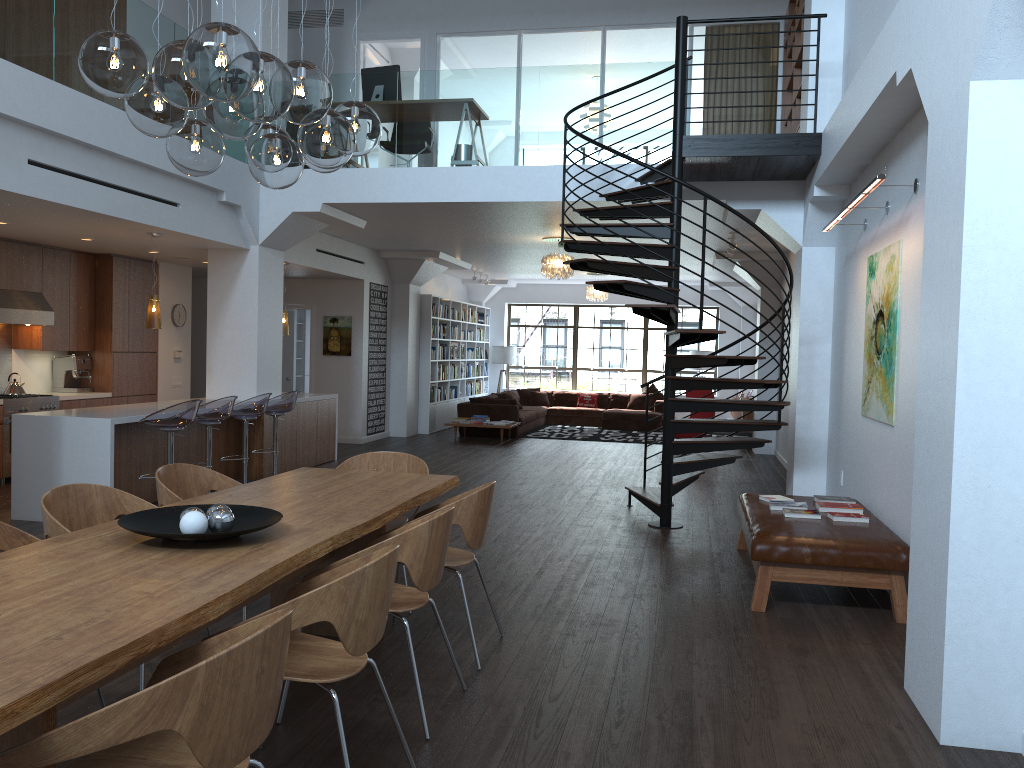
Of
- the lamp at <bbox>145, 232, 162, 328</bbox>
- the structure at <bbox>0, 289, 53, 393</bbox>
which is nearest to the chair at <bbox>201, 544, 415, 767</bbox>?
the lamp at <bbox>145, 232, 162, 328</bbox>

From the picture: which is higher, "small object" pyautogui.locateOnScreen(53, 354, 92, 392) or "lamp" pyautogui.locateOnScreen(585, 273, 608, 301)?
"lamp" pyautogui.locateOnScreen(585, 273, 608, 301)

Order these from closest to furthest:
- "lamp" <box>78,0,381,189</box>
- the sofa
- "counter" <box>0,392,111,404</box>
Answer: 1. "lamp" <box>78,0,381,189</box>
2. "counter" <box>0,392,111,404</box>
3. the sofa

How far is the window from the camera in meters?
19.7 m

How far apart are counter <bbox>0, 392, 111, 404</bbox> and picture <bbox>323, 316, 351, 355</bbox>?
4.1m

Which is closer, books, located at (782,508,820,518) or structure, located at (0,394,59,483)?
books, located at (782,508,820,518)

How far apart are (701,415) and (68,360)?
8.8 meters

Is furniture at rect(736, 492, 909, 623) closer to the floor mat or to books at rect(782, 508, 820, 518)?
books at rect(782, 508, 820, 518)

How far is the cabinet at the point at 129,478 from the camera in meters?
7.7

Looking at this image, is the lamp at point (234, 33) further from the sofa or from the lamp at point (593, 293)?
the lamp at point (593, 293)
